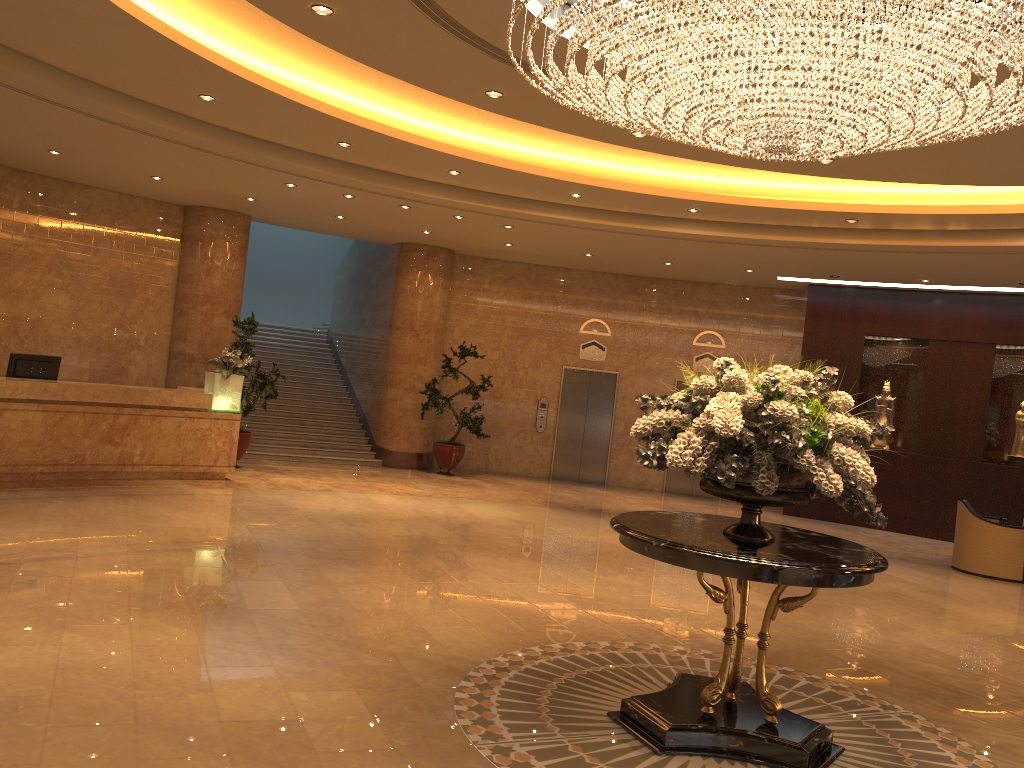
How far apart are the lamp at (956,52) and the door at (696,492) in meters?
10.4 m

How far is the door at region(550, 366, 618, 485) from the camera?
16.67m

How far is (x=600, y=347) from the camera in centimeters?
1667cm

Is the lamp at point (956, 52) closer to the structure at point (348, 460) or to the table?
the table

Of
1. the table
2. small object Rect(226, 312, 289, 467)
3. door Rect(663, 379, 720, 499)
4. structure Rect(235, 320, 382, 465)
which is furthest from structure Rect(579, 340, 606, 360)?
the table

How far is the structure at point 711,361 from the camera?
16.4m

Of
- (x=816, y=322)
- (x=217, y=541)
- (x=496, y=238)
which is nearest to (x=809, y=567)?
(x=217, y=541)

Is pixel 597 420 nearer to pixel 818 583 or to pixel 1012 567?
pixel 1012 567

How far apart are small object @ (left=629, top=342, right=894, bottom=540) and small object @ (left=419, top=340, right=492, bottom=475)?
9.9m

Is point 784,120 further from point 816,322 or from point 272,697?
point 816,322
